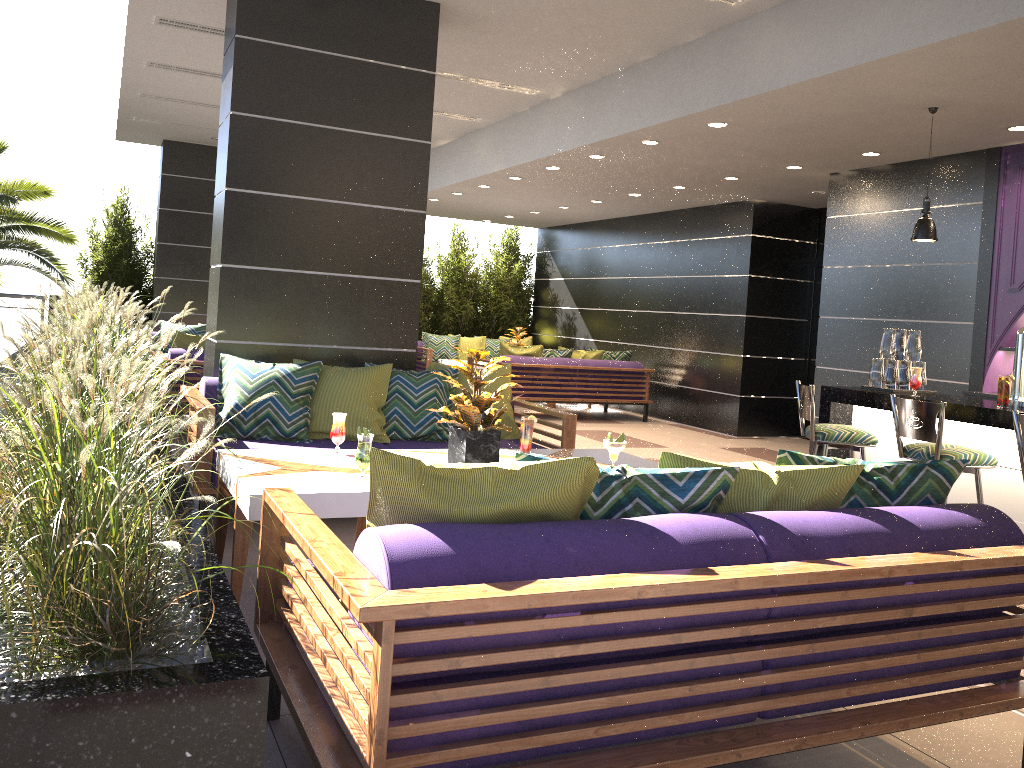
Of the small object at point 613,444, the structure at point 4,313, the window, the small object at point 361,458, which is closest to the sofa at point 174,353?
the small object at point 361,458

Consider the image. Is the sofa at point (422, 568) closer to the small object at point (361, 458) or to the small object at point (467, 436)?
the small object at point (361, 458)

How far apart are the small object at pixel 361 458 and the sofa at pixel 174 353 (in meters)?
4.46

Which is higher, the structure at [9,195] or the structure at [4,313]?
the structure at [9,195]

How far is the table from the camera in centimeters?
319cm

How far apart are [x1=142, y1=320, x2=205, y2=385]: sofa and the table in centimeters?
683cm

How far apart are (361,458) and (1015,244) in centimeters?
544cm

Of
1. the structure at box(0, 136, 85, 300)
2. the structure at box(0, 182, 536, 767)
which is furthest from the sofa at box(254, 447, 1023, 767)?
the structure at box(0, 136, 85, 300)

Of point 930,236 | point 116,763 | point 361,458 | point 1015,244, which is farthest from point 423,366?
point 116,763

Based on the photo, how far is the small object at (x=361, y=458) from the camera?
3.4 meters
